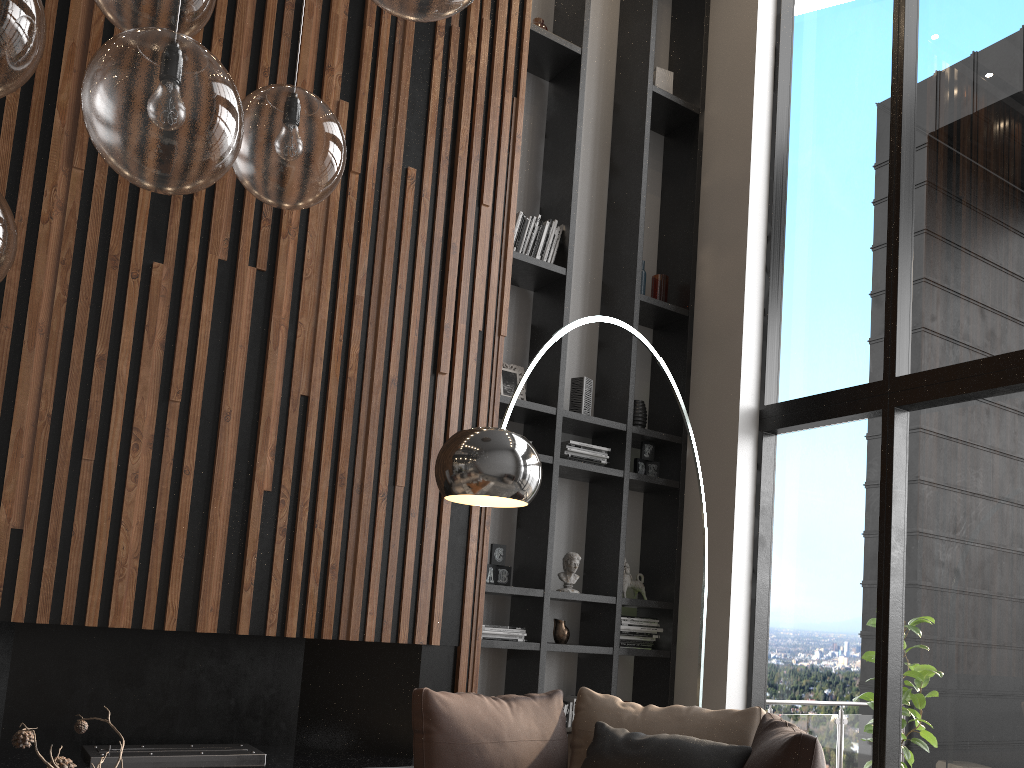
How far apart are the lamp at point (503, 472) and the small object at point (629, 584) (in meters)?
1.74

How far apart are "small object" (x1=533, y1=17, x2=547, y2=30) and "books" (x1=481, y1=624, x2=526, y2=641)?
3.6m

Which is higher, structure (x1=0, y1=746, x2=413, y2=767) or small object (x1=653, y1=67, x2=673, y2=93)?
small object (x1=653, y1=67, x2=673, y2=93)

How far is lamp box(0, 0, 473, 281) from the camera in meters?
1.3

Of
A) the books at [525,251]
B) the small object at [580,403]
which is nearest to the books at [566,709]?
the small object at [580,403]

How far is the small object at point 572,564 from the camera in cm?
495

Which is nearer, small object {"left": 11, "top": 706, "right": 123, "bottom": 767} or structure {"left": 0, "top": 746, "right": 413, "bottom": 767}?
small object {"left": 11, "top": 706, "right": 123, "bottom": 767}

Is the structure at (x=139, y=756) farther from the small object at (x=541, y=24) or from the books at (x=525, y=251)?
the small object at (x=541, y=24)

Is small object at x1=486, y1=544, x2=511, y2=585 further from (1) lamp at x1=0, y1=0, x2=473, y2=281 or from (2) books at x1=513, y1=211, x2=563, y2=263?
(1) lamp at x1=0, y1=0, x2=473, y2=281

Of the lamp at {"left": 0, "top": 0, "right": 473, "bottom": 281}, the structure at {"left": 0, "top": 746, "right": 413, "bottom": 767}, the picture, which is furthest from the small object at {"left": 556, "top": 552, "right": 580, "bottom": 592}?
the lamp at {"left": 0, "top": 0, "right": 473, "bottom": 281}
